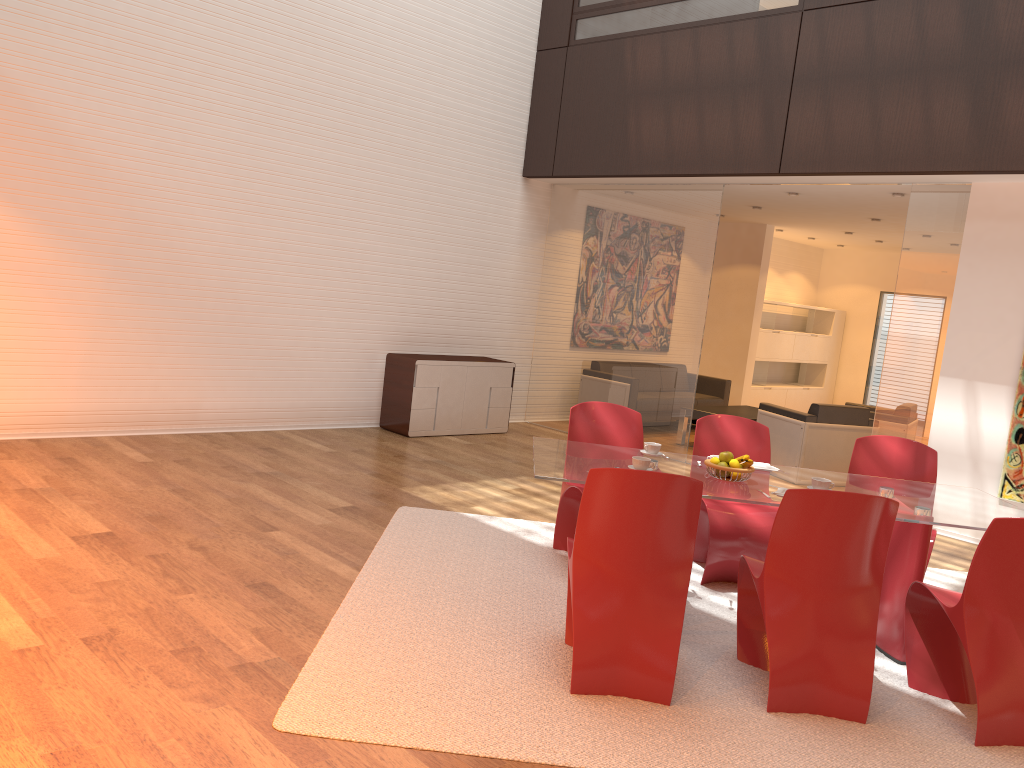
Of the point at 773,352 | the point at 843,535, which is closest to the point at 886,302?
the point at 773,352

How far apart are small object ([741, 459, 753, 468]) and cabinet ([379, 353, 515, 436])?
4.58m

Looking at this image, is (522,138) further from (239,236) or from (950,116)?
(950,116)

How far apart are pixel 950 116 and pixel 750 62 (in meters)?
1.82

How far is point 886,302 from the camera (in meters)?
13.69

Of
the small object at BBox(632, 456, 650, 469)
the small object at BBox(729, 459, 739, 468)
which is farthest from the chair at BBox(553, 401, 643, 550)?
the small object at BBox(729, 459, 739, 468)

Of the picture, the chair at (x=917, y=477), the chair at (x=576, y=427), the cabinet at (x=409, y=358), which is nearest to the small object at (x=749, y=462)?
the chair at (x=576, y=427)

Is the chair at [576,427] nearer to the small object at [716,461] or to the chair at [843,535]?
the small object at [716,461]

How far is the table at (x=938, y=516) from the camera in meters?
3.9

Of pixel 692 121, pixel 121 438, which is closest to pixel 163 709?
pixel 121 438
